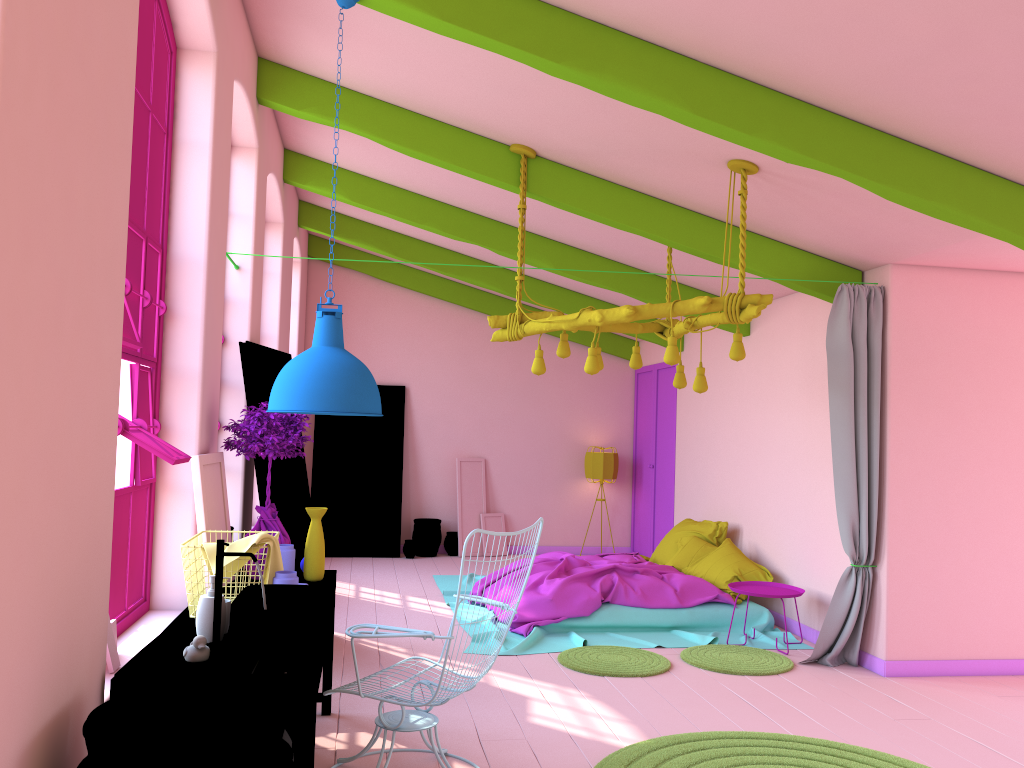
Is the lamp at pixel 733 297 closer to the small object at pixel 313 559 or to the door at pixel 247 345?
the door at pixel 247 345

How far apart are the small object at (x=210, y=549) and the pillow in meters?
4.9 m

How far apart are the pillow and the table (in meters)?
4.02

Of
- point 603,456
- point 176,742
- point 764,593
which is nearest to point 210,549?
point 176,742

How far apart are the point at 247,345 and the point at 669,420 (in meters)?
6.22

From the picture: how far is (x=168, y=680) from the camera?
2.89m

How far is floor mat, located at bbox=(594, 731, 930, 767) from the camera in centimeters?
436cm

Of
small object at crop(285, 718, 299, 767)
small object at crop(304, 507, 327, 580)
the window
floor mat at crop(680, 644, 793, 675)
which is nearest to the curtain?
floor mat at crop(680, 644, 793, 675)

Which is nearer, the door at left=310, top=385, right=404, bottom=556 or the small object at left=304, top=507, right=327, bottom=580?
the small object at left=304, top=507, right=327, bottom=580

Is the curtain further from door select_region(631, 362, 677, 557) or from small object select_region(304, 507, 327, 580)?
door select_region(631, 362, 677, 557)
